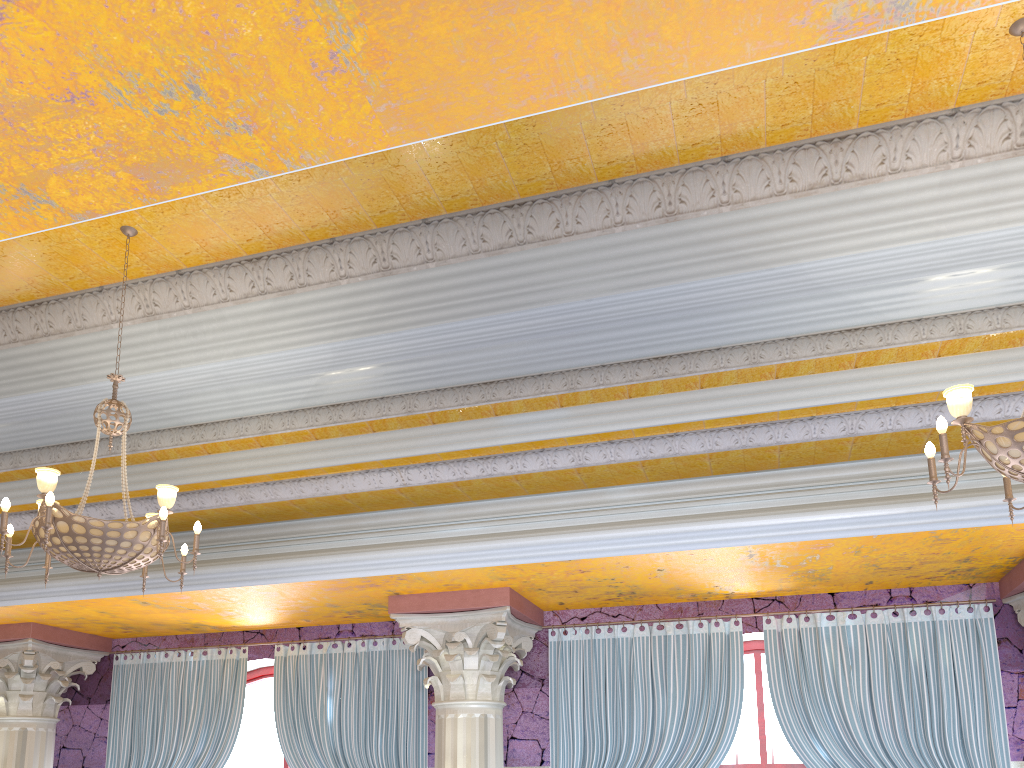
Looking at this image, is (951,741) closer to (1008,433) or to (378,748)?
(1008,433)

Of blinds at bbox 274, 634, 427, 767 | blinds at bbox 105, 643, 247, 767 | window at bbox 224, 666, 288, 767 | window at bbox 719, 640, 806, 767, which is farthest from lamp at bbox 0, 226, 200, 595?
window at bbox 719, 640, 806, 767

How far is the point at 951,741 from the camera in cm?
624

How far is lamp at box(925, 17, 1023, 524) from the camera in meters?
3.3 m

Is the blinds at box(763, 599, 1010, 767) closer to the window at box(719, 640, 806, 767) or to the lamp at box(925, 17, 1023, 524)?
the window at box(719, 640, 806, 767)

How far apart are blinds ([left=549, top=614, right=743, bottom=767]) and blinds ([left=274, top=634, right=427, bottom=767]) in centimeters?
114cm

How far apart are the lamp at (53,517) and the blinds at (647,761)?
3.4m

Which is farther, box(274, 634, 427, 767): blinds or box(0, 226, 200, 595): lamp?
box(274, 634, 427, 767): blinds

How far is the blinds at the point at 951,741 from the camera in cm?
624

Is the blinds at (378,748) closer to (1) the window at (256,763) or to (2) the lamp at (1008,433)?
(1) the window at (256,763)
